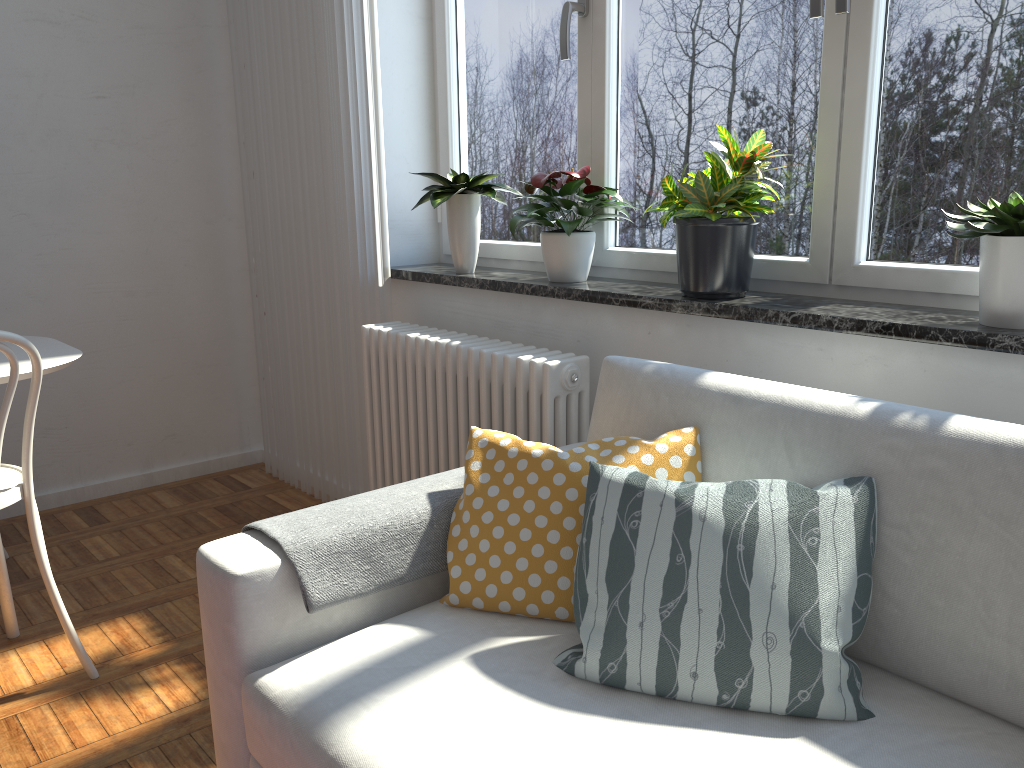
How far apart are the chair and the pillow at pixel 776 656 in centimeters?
131cm

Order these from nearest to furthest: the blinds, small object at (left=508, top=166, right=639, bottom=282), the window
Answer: the window, small object at (left=508, top=166, right=639, bottom=282), the blinds

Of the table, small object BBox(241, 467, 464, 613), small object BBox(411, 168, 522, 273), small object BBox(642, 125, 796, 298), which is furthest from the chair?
small object BBox(642, 125, 796, 298)

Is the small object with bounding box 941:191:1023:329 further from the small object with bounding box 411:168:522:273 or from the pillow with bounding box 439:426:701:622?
the small object with bounding box 411:168:522:273

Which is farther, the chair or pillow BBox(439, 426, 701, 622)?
the chair

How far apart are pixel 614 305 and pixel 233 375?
2.2 meters

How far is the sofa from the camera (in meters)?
1.19

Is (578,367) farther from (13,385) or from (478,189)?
(13,385)

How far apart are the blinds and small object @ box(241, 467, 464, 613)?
1.2m

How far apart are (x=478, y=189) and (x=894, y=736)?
1.9 meters
